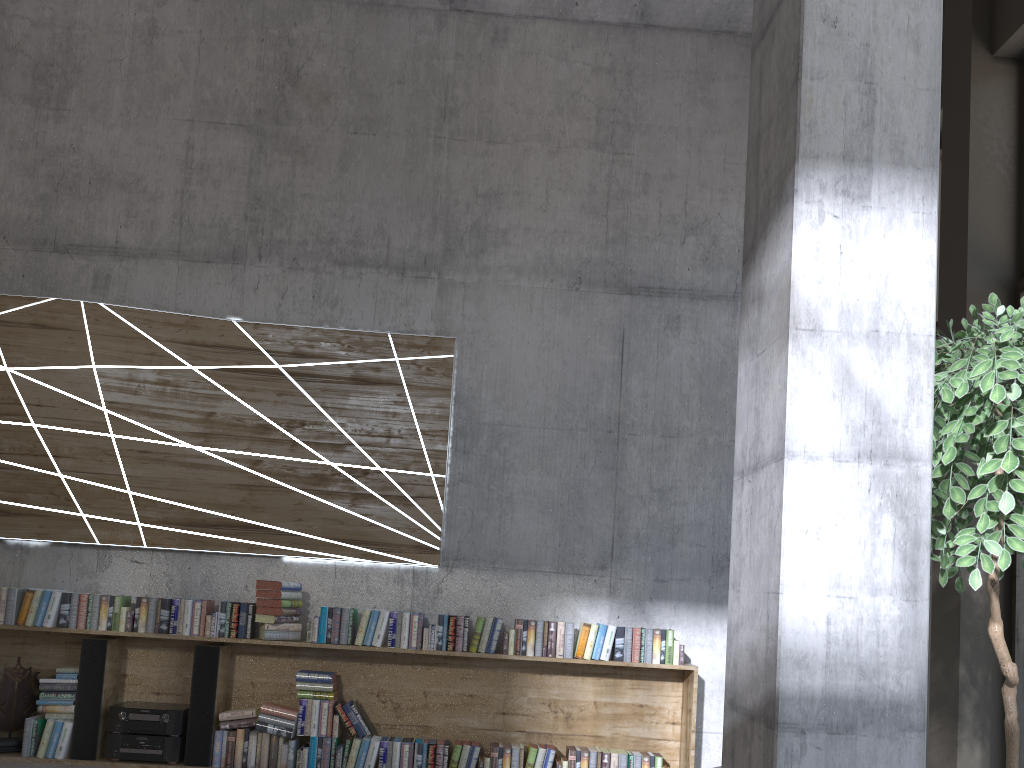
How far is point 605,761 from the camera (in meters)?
5.14

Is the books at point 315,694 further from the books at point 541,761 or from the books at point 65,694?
the books at point 65,694

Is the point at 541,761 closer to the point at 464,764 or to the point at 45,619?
the point at 464,764

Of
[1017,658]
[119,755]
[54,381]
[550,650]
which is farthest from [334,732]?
[1017,658]

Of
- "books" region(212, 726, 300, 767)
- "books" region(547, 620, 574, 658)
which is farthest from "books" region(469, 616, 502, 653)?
"books" region(212, 726, 300, 767)

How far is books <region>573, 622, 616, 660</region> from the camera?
5.2 meters

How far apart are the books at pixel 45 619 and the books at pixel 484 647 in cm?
248

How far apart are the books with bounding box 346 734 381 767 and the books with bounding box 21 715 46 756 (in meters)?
1.84

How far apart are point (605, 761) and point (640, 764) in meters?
0.2 m

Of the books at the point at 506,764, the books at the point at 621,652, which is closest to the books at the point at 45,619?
the books at the point at 506,764
